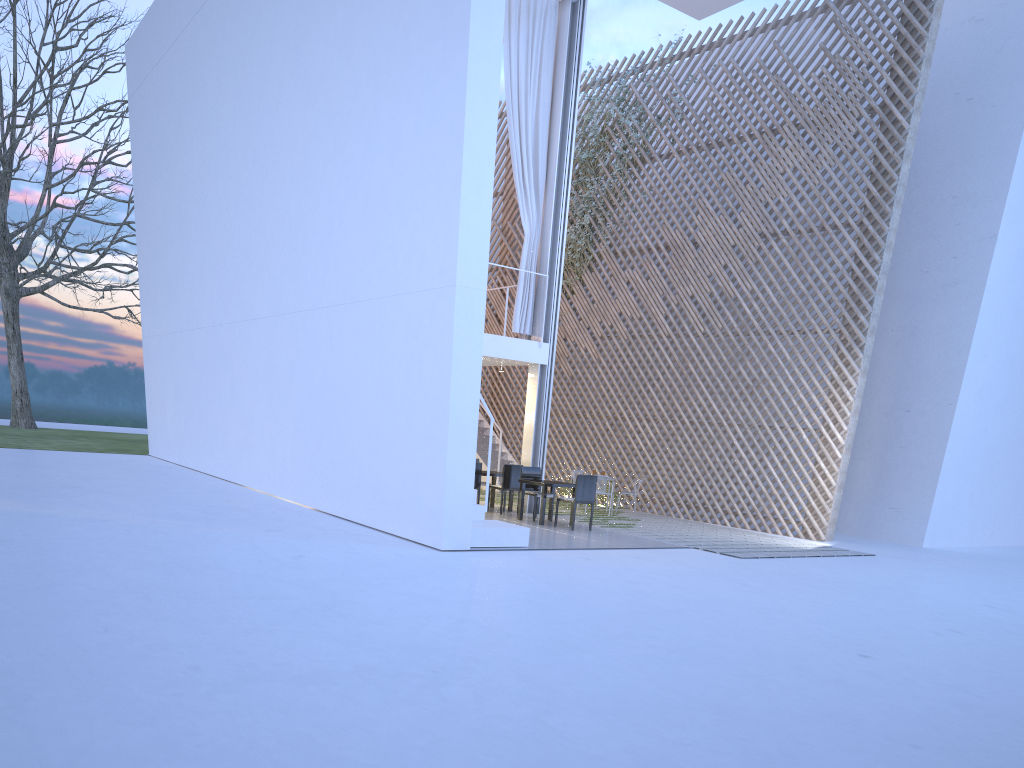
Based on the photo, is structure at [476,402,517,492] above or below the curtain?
below

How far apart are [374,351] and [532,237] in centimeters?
246cm

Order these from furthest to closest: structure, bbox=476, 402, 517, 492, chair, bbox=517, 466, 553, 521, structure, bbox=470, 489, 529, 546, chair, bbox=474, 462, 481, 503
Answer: structure, bbox=476, 402, 517, 492
chair, bbox=474, 462, 481, 503
chair, bbox=517, 466, 553, 521
structure, bbox=470, 489, 529, 546

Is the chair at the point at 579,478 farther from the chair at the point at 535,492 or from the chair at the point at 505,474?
the chair at the point at 505,474

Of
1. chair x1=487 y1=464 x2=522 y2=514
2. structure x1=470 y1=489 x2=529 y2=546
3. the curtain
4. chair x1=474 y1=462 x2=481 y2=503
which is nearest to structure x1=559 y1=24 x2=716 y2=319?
the curtain

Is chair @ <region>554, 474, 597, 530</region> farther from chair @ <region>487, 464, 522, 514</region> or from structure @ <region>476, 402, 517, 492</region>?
structure @ <region>476, 402, 517, 492</region>

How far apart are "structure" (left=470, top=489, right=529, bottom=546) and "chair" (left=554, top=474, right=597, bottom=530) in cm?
116

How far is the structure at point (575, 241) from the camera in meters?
9.6

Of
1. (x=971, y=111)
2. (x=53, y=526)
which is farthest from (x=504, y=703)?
(x=971, y=111)

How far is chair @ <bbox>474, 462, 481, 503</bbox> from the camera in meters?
7.0 m
